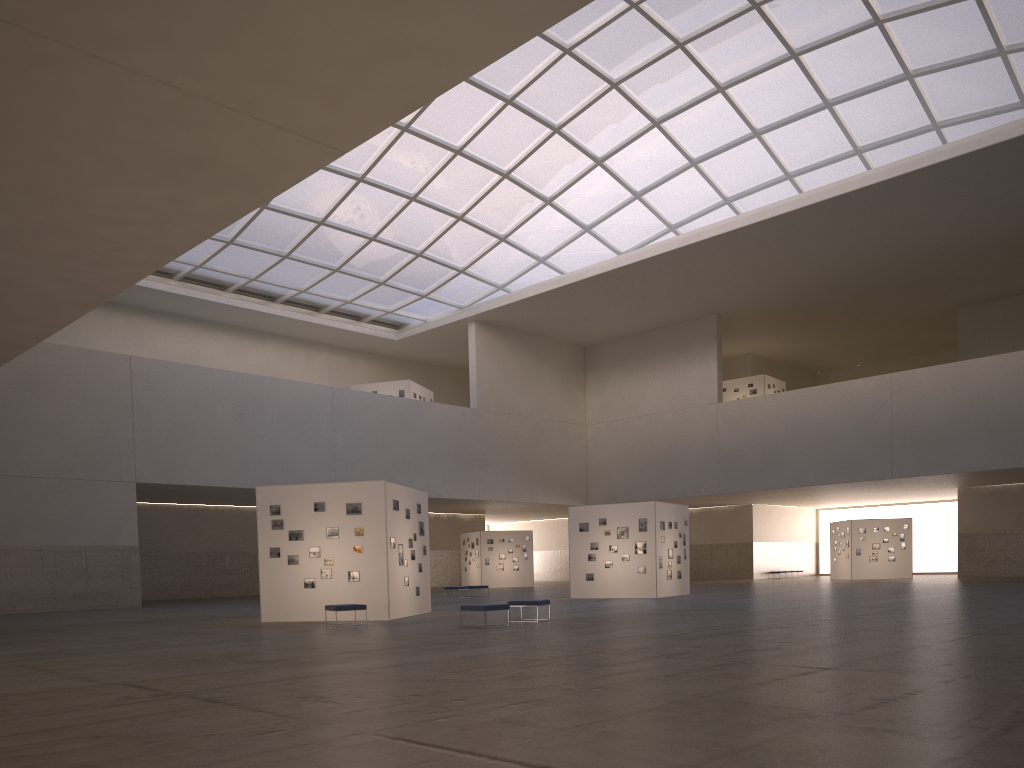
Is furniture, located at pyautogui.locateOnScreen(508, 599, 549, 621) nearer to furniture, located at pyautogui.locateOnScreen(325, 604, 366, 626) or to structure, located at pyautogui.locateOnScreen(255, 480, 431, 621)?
structure, located at pyautogui.locateOnScreen(255, 480, 431, 621)

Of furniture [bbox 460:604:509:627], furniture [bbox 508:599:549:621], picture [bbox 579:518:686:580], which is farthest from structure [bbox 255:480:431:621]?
picture [bbox 579:518:686:580]

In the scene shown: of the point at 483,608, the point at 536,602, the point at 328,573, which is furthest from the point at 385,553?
the point at 483,608

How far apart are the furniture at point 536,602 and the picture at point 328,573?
5.30m

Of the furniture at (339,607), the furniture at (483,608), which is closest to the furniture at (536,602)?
the furniture at (483,608)

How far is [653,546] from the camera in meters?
40.1 m

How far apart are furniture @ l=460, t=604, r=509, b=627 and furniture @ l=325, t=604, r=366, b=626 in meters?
4.3 m

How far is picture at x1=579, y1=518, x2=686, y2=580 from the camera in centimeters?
4033cm

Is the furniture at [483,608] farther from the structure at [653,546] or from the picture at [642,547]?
the picture at [642,547]

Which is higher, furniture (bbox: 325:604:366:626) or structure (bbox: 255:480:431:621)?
structure (bbox: 255:480:431:621)
